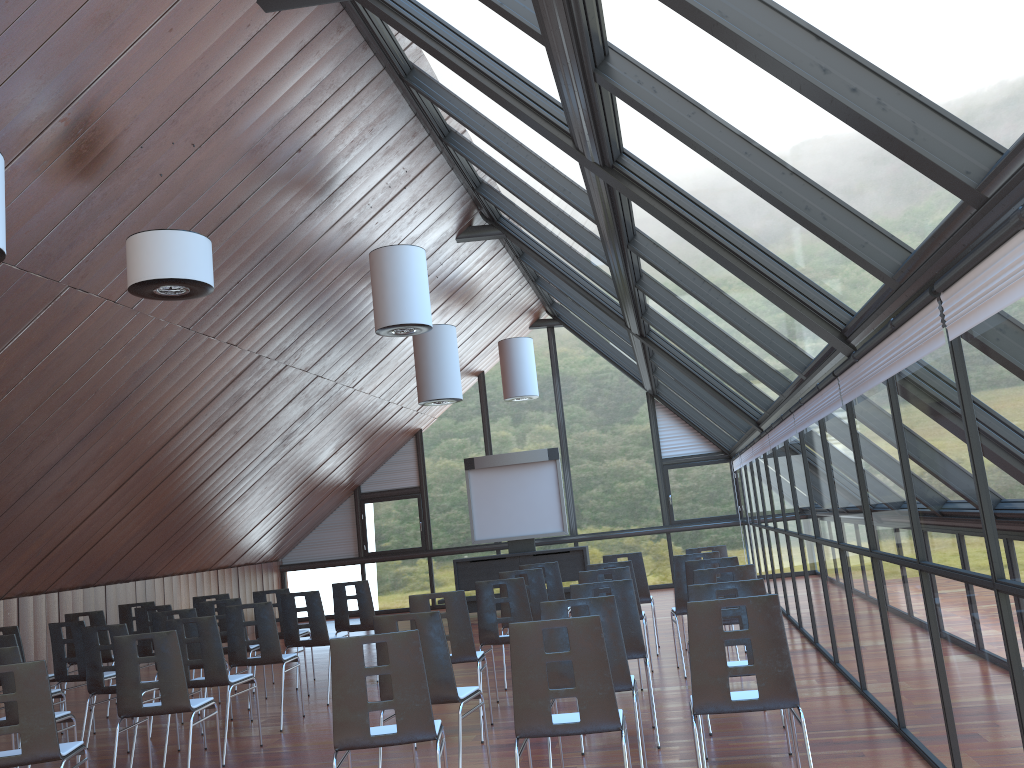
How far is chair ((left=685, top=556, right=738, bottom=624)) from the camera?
7.8m

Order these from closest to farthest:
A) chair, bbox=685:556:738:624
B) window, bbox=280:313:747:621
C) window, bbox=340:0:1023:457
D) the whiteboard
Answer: window, bbox=340:0:1023:457
chair, bbox=685:556:738:624
the whiteboard
window, bbox=280:313:747:621

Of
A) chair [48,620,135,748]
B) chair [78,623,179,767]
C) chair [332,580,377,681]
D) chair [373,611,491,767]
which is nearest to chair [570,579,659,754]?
chair [373,611,491,767]

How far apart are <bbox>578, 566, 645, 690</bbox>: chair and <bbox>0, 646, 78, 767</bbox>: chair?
4.2m

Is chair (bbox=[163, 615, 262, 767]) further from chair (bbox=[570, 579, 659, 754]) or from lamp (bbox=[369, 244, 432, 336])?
lamp (bbox=[369, 244, 432, 336])

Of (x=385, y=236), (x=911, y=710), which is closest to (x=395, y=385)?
(x=385, y=236)

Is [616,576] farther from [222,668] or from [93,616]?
[93,616]

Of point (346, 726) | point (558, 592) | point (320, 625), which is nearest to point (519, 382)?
point (558, 592)

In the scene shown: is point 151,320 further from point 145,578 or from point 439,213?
point 145,578

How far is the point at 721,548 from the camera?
10.0 meters
